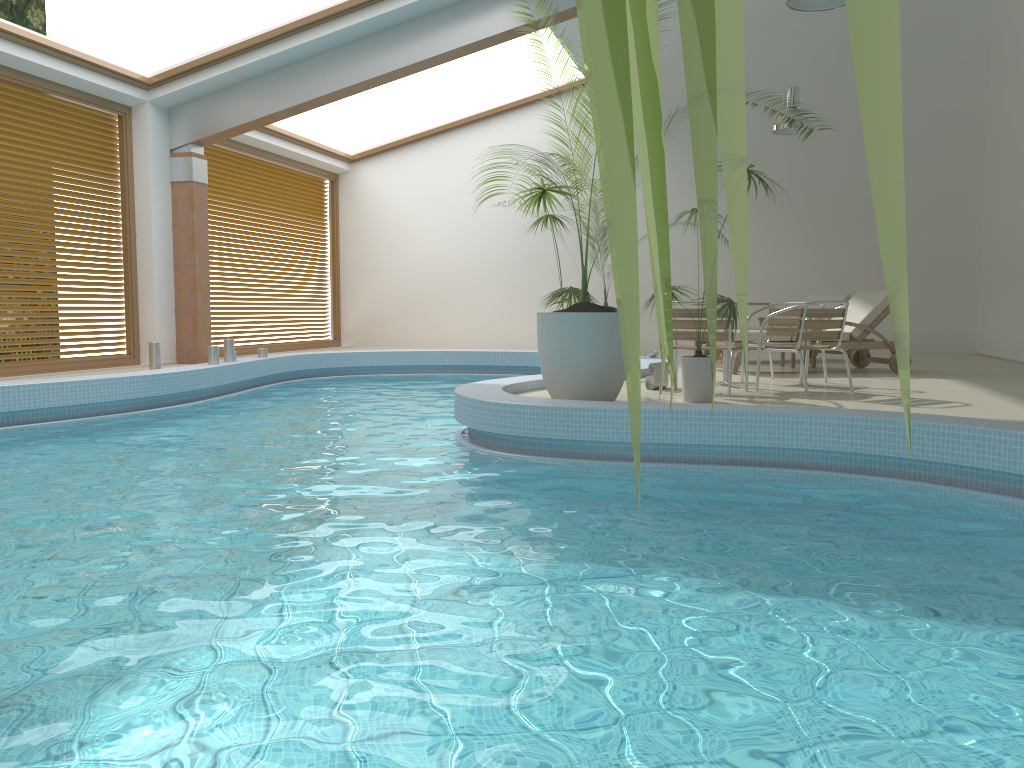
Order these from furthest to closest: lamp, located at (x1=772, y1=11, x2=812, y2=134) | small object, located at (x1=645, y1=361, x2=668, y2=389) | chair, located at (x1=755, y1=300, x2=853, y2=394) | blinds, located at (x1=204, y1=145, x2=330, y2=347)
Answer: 1. blinds, located at (x1=204, y1=145, x2=330, y2=347)
2. lamp, located at (x1=772, y1=11, x2=812, y2=134)
3. small object, located at (x1=645, y1=361, x2=668, y2=389)
4. chair, located at (x1=755, y1=300, x2=853, y2=394)

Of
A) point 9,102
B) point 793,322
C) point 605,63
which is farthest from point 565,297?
point 605,63

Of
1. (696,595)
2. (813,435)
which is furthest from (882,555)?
(813,435)

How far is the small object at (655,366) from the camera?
7.3 meters

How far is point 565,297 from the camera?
6.7 meters

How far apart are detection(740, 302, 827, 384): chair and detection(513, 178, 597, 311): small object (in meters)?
2.22

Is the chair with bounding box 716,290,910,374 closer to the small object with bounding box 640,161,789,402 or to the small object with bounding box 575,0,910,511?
the small object with bounding box 640,161,789,402

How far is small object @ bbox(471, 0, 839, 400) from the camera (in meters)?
5.83

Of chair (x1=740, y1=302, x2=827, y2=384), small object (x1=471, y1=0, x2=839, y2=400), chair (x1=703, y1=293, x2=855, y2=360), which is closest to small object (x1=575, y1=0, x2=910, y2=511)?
small object (x1=471, y1=0, x2=839, y2=400)

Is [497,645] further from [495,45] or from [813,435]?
[495,45]
